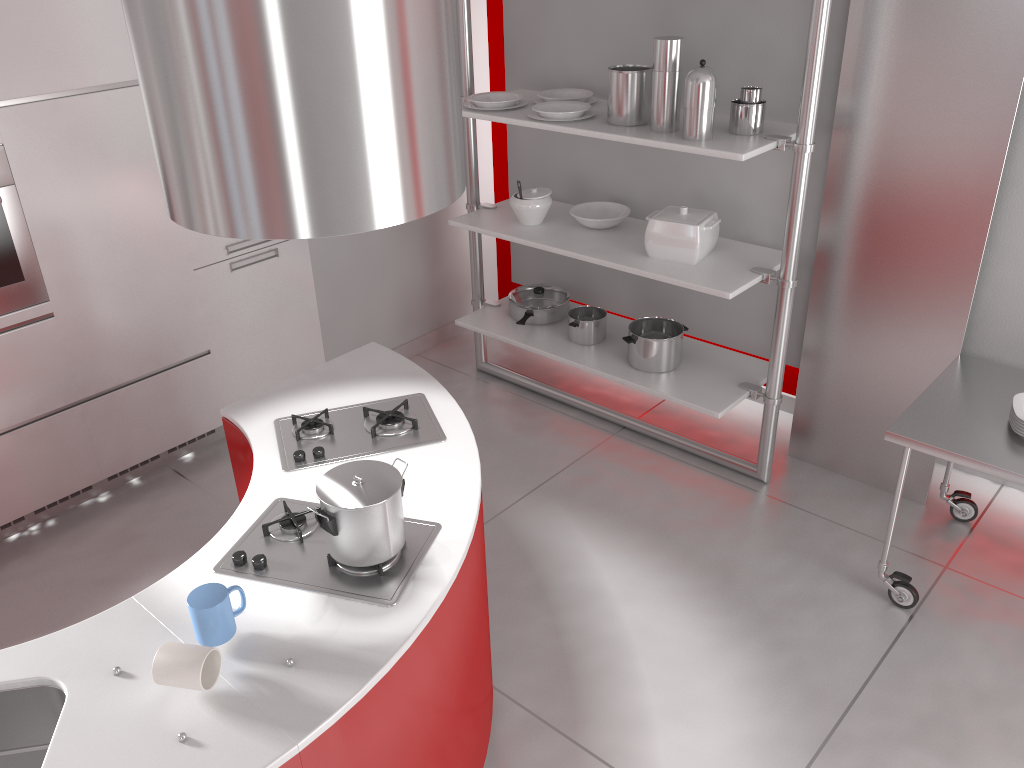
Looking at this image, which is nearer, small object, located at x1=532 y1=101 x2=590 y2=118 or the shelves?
the shelves

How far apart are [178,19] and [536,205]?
2.51m

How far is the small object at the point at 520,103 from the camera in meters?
3.9

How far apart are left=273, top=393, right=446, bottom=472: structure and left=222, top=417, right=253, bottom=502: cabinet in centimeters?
11cm

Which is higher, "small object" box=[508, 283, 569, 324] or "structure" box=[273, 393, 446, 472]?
"structure" box=[273, 393, 446, 472]

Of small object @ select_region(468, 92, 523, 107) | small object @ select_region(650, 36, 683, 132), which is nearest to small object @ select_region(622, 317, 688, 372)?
small object @ select_region(650, 36, 683, 132)

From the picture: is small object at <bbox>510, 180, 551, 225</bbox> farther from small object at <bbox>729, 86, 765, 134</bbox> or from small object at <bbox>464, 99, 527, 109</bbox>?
small object at <bbox>729, 86, 765, 134</bbox>

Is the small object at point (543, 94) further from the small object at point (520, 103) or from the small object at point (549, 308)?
the small object at point (549, 308)

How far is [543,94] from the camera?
3.9m

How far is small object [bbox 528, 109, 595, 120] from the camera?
3.6m
